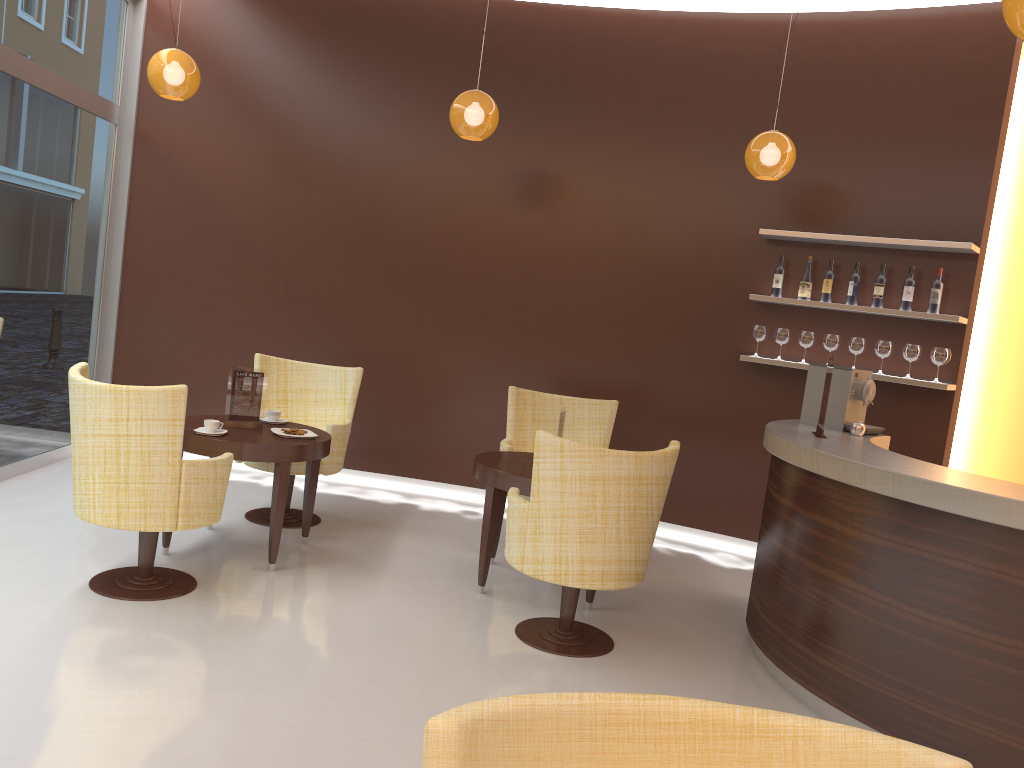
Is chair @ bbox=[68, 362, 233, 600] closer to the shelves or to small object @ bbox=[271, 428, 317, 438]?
small object @ bbox=[271, 428, 317, 438]

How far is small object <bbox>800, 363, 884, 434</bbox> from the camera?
4.8 meters

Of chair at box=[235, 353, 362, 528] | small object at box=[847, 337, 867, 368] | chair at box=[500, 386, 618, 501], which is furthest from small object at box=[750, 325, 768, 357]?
chair at box=[235, 353, 362, 528]

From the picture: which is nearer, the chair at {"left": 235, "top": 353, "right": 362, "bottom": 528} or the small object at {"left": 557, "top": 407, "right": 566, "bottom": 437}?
the small object at {"left": 557, "top": 407, "right": 566, "bottom": 437}

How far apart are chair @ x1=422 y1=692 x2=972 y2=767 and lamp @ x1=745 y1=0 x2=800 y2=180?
4.5 meters

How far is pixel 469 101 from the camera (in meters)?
5.17

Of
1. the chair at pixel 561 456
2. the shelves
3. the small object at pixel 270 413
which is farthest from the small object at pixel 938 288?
the small object at pixel 270 413

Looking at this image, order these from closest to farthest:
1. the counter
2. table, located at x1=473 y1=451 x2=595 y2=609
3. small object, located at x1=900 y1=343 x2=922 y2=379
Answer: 1. the counter
2. table, located at x1=473 y1=451 x2=595 y2=609
3. small object, located at x1=900 y1=343 x2=922 y2=379

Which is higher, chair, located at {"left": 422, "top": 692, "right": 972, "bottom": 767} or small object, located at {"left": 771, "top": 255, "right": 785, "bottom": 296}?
small object, located at {"left": 771, "top": 255, "right": 785, "bottom": 296}

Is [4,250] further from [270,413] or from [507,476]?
[507,476]
